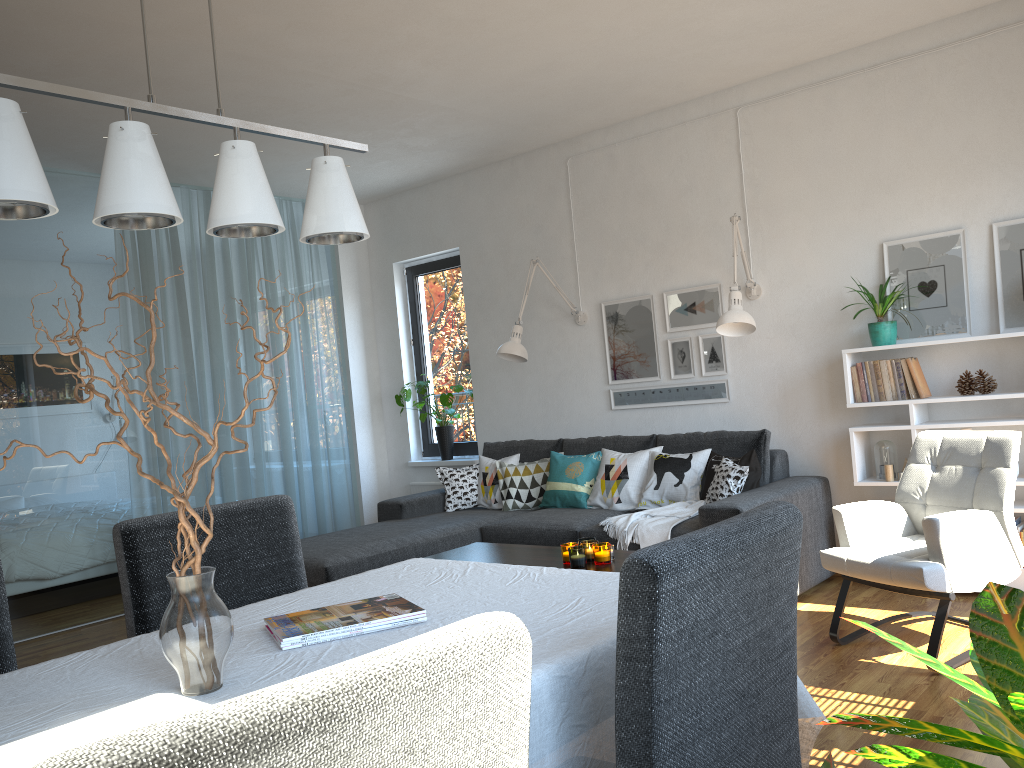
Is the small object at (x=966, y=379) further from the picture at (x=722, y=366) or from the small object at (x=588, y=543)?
the small object at (x=588, y=543)

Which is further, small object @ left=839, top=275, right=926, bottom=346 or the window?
the window

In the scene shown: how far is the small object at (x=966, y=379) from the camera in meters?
4.2 m

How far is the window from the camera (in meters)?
6.78

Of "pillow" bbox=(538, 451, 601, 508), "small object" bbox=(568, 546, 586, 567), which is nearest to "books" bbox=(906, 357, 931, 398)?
"pillow" bbox=(538, 451, 601, 508)

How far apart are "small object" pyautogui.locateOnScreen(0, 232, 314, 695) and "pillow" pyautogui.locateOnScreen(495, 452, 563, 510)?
4.07m

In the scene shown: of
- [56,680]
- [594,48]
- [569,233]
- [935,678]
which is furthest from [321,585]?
[569,233]

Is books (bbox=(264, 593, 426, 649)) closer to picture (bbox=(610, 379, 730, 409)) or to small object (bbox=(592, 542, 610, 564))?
small object (bbox=(592, 542, 610, 564))

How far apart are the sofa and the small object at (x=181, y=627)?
2.8m

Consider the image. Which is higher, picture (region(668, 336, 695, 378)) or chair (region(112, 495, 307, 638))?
picture (region(668, 336, 695, 378))
